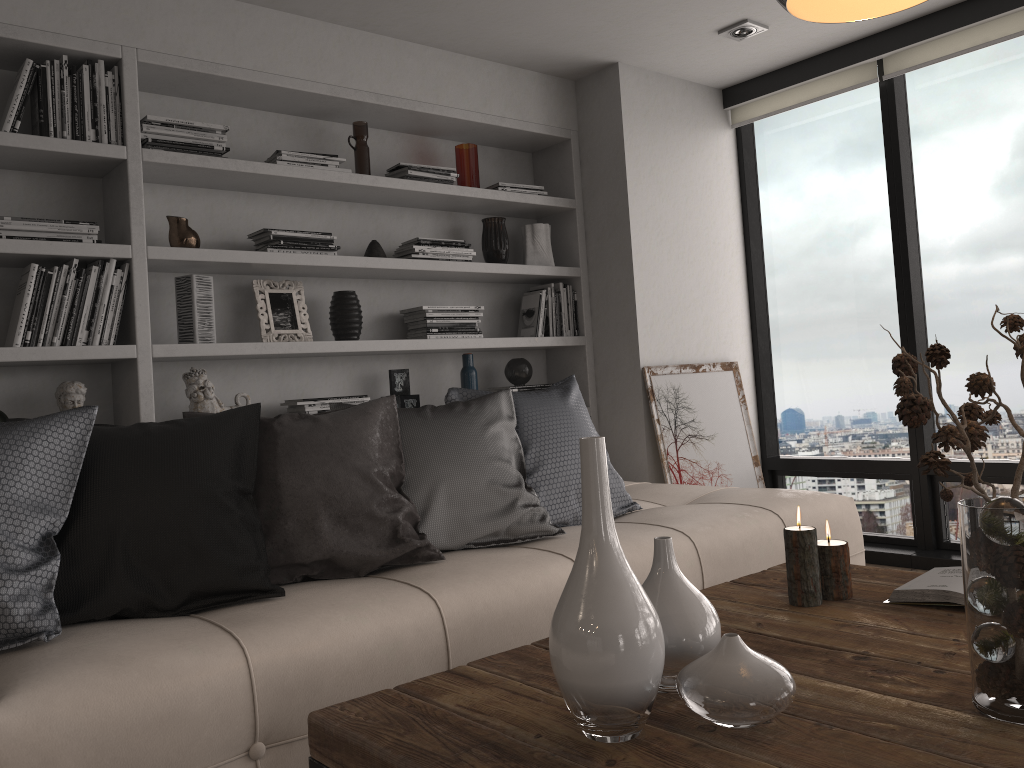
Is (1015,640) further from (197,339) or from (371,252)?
(371,252)

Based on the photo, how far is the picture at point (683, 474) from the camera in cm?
416

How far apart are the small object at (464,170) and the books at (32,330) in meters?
1.6 m

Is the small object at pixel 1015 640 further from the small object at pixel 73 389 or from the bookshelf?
the small object at pixel 73 389

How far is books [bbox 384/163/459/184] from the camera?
3.8 meters

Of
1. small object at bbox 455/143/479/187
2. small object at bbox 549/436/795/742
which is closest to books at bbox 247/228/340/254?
small object at bbox 455/143/479/187

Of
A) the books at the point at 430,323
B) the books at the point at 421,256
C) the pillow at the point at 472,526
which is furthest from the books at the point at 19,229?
the books at the point at 430,323

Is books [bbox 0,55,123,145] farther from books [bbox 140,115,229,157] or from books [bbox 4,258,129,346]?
books [bbox 4,258,129,346]

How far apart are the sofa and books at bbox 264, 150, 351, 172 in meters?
1.8 m

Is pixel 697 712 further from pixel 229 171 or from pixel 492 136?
pixel 492 136
